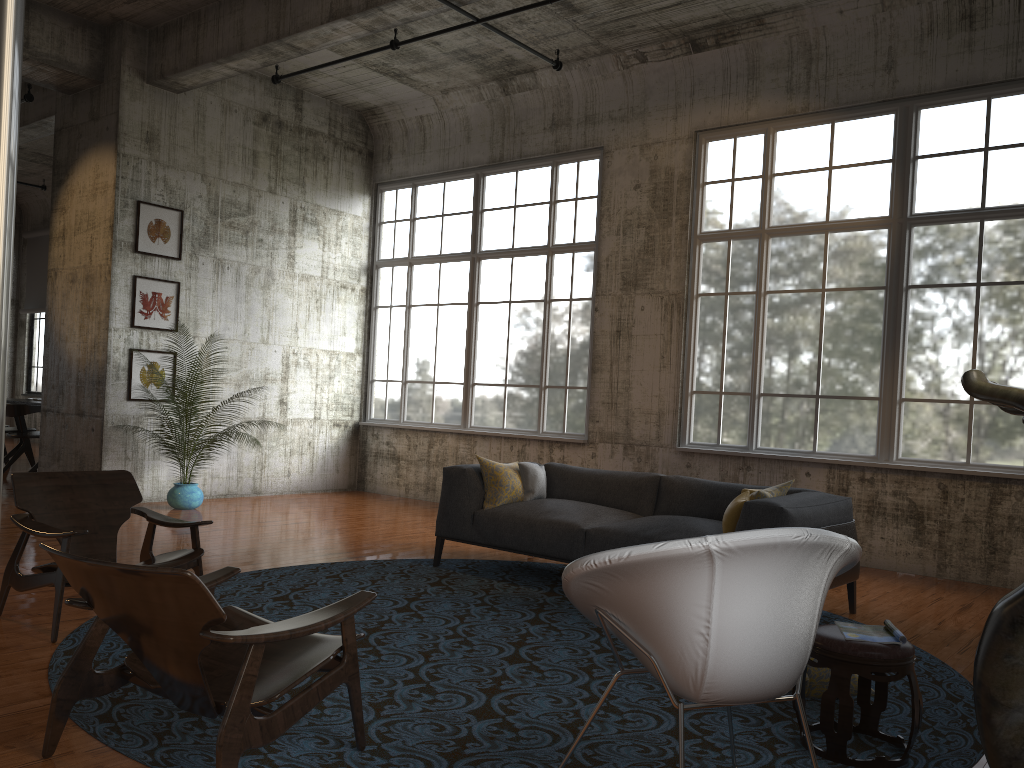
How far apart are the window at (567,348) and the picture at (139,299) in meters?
3.0 m

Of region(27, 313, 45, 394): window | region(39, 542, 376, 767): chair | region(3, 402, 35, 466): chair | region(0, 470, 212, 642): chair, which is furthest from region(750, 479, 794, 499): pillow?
region(27, 313, 45, 394): window

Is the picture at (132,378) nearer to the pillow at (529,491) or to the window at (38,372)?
the pillow at (529,491)

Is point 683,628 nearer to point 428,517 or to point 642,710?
point 642,710

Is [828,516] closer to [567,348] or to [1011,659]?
[1011,659]

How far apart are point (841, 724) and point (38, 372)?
19.43m

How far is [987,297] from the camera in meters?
7.8

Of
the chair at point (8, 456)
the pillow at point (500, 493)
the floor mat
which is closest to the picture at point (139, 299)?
the chair at point (8, 456)

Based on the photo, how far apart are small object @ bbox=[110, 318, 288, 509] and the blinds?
10.5 meters

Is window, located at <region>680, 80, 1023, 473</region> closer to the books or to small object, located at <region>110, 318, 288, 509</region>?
the books
